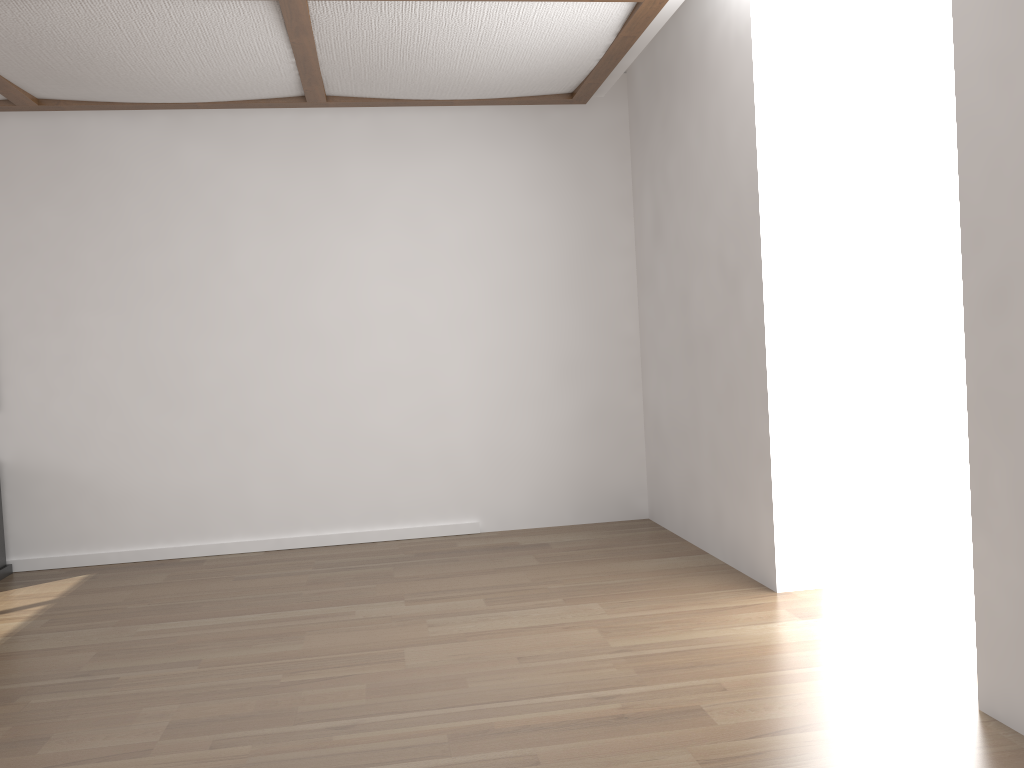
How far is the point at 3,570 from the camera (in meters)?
4.55

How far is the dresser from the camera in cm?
455

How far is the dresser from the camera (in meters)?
4.55
